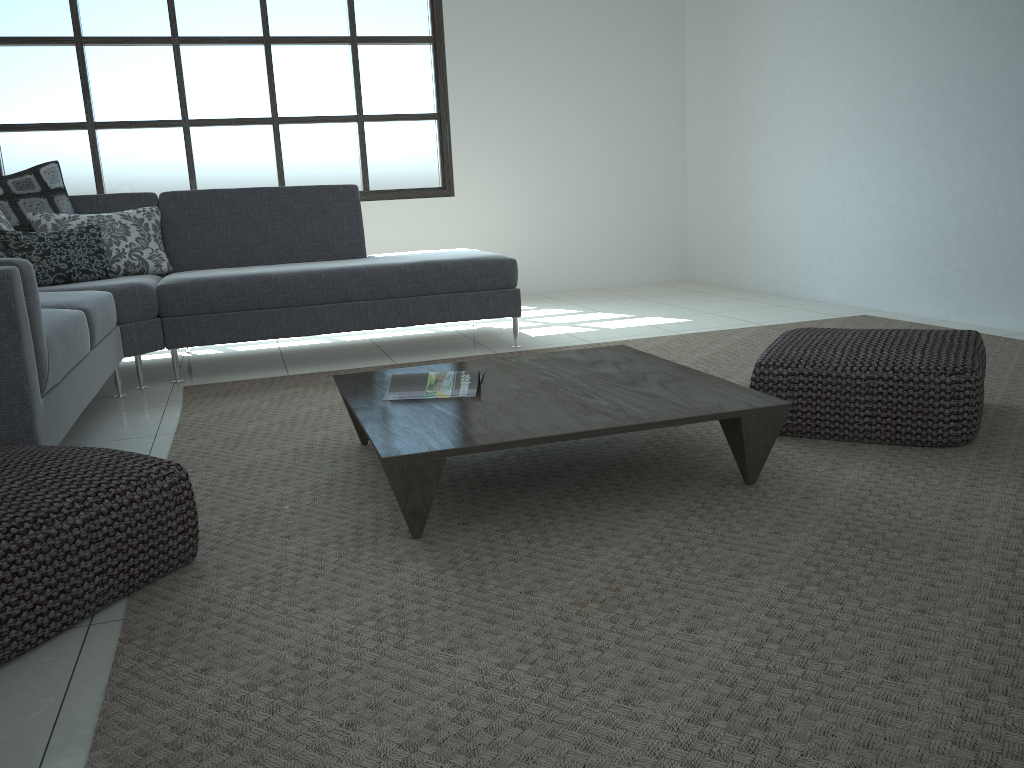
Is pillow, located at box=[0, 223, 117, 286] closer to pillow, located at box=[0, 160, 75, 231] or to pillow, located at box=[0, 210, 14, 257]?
pillow, located at box=[0, 210, 14, 257]

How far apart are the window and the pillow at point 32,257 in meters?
2.0

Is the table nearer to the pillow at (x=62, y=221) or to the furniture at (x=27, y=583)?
the furniture at (x=27, y=583)

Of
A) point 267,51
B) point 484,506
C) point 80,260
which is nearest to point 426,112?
point 267,51

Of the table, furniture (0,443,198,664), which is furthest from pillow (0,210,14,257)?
furniture (0,443,198,664)

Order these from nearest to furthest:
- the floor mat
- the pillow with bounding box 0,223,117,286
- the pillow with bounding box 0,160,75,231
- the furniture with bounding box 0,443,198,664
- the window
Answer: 1. the floor mat
2. the furniture with bounding box 0,443,198,664
3. the pillow with bounding box 0,223,117,286
4. the pillow with bounding box 0,160,75,231
5. the window

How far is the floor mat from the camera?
1.26m

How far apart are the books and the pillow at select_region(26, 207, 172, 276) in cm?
235

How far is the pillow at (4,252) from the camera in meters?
3.9 m

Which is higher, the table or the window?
the window
